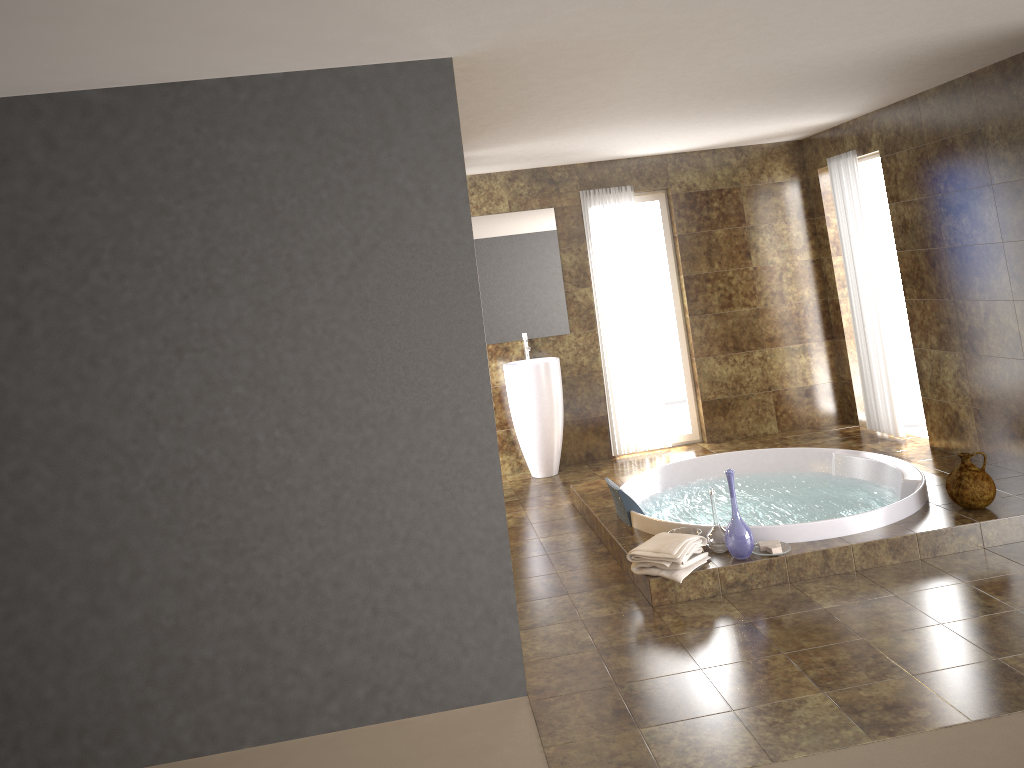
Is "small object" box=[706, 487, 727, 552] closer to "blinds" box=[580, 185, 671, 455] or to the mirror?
"blinds" box=[580, 185, 671, 455]

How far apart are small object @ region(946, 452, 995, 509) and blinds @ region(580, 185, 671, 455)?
3.0 meters

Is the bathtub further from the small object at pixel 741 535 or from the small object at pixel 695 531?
the small object at pixel 741 535

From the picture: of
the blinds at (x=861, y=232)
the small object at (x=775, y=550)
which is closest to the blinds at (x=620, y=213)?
the blinds at (x=861, y=232)

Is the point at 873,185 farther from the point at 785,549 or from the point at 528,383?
the point at 785,549

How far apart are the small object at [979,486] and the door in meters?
2.9

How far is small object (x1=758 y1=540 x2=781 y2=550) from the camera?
4.4 meters

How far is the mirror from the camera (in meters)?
7.24

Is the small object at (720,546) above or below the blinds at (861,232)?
below

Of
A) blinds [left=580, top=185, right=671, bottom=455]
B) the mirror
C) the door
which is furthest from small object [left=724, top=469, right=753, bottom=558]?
the door
